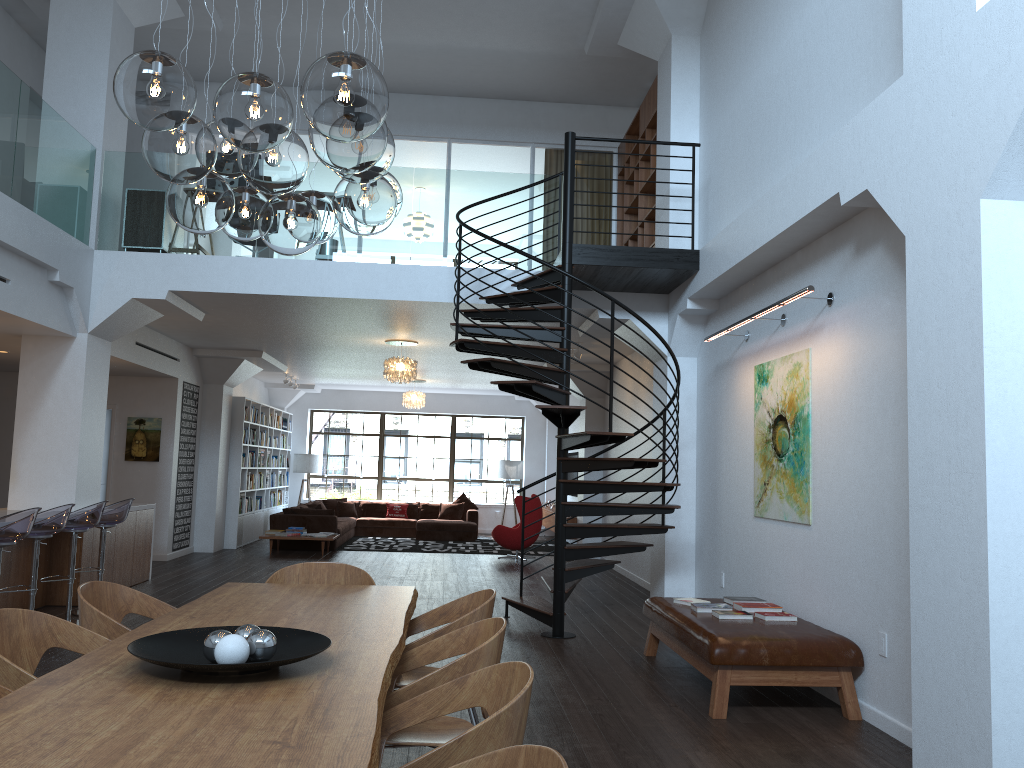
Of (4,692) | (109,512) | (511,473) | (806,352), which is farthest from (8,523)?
(511,473)

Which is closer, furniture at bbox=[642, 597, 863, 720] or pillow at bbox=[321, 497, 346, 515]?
furniture at bbox=[642, 597, 863, 720]

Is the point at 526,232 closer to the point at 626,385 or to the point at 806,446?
the point at 806,446

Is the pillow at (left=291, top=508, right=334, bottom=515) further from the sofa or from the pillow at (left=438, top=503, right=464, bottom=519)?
the pillow at (left=438, top=503, right=464, bottom=519)

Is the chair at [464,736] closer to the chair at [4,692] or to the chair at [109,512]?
the chair at [4,692]

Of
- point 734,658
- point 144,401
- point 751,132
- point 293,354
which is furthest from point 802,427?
point 144,401

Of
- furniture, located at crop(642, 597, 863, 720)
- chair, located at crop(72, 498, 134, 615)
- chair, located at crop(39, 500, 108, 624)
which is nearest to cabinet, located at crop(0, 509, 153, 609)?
chair, located at crop(72, 498, 134, 615)

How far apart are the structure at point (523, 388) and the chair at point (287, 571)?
2.28m

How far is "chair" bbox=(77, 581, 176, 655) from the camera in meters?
3.5

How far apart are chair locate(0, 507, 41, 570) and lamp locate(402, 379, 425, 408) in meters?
10.3
